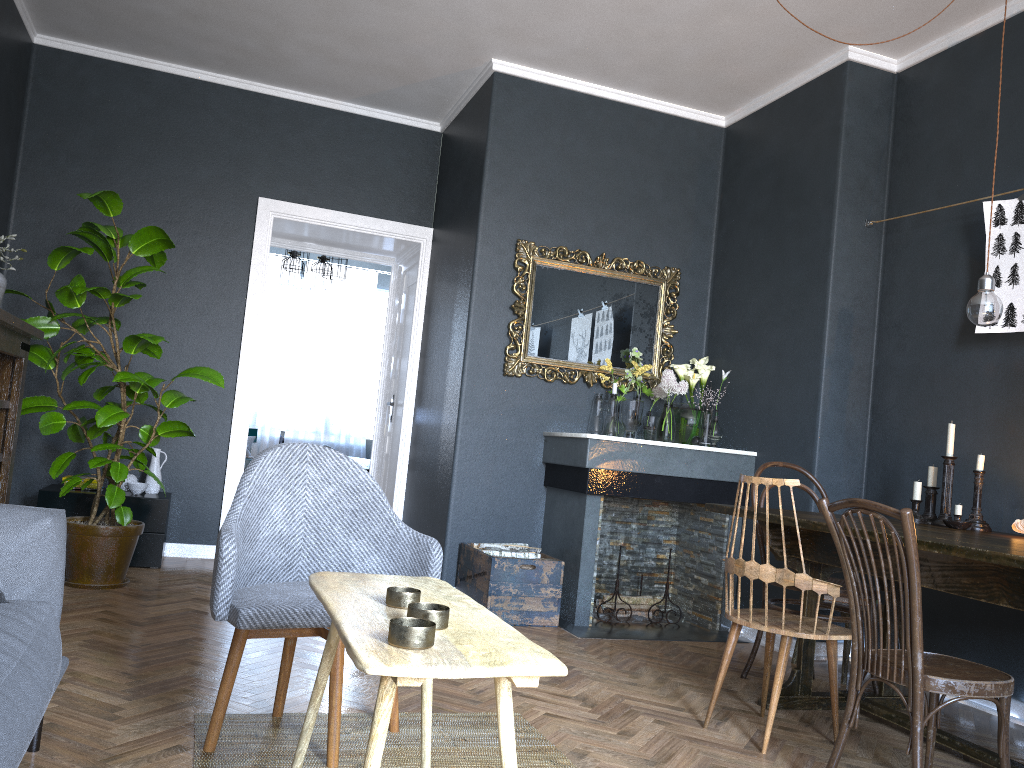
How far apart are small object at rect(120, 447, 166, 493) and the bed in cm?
276

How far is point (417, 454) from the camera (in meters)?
5.65

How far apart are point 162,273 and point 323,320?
4.8 meters

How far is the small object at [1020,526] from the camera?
3.1 meters

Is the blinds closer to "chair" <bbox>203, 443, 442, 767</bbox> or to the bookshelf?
the bookshelf

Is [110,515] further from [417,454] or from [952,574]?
[952,574]

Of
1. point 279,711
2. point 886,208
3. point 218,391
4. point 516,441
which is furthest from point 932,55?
point 218,391

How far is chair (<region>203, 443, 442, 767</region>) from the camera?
2.2 meters

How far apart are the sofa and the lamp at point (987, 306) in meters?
2.8

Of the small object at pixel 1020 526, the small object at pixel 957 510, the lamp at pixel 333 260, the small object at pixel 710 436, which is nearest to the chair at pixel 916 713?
the small object at pixel 1020 526
